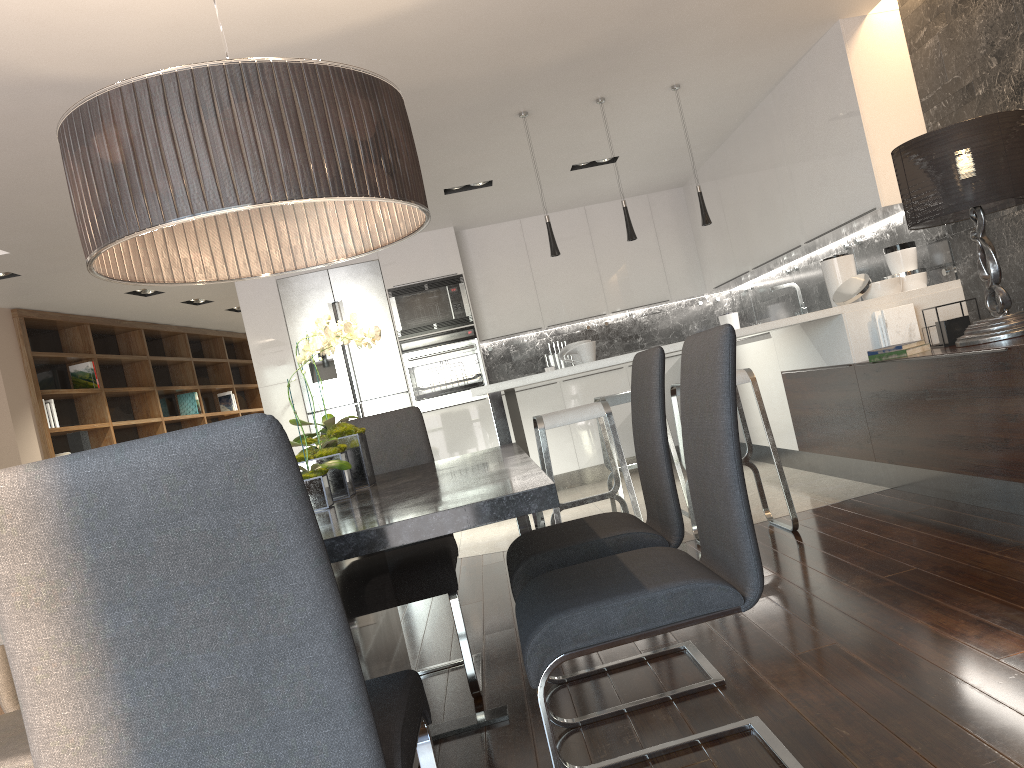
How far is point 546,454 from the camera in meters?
4.0

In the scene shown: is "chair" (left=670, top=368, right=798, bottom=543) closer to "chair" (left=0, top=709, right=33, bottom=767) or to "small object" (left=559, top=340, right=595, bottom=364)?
"small object" (left=559, top=340, right=595, bottom=364)

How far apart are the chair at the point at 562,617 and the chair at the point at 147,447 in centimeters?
21cm

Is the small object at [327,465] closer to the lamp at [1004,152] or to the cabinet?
the cabinet

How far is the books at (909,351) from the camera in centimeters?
407cm

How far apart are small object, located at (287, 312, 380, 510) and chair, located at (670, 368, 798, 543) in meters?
2.1

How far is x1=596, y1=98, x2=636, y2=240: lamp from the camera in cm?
508

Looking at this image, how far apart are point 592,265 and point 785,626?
5.7 meters

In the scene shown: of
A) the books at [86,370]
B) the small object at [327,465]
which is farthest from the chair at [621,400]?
the books at [86,370]

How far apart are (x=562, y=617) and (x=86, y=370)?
7.8m
